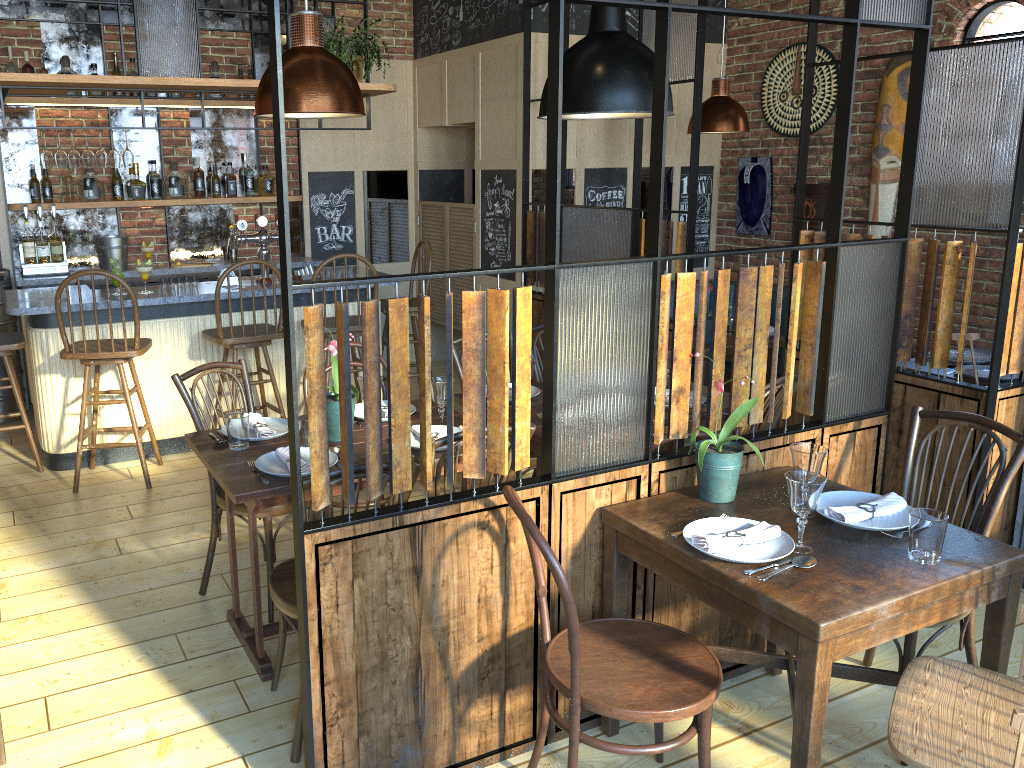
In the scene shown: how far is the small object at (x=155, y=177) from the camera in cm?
619

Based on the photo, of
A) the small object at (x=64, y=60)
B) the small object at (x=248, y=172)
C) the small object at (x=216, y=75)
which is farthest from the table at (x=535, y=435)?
the small object at (x=64, y=60)

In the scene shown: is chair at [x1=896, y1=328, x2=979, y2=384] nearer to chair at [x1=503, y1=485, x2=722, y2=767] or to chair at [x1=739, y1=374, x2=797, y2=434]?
chair at [x1=739, y1=374, x2=797, y2=434]

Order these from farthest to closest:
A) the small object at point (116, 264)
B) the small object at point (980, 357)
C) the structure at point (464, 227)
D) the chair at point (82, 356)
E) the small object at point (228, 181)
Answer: the structure at point (464, 227)
the small object at point (228, 181)
the small object at point (116, 264)
the chair at point (82, 356)
the small object at point (980, 357)

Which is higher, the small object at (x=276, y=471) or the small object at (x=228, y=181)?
the small object at (x=228, y=181)

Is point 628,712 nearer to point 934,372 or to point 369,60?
point 934,372

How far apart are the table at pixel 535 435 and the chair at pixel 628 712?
0.9 meters

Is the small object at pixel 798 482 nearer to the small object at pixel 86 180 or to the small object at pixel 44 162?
the small object at pixel 44 162

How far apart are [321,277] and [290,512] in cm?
265

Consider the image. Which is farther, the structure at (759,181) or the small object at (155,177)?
the structure at (759,181)
